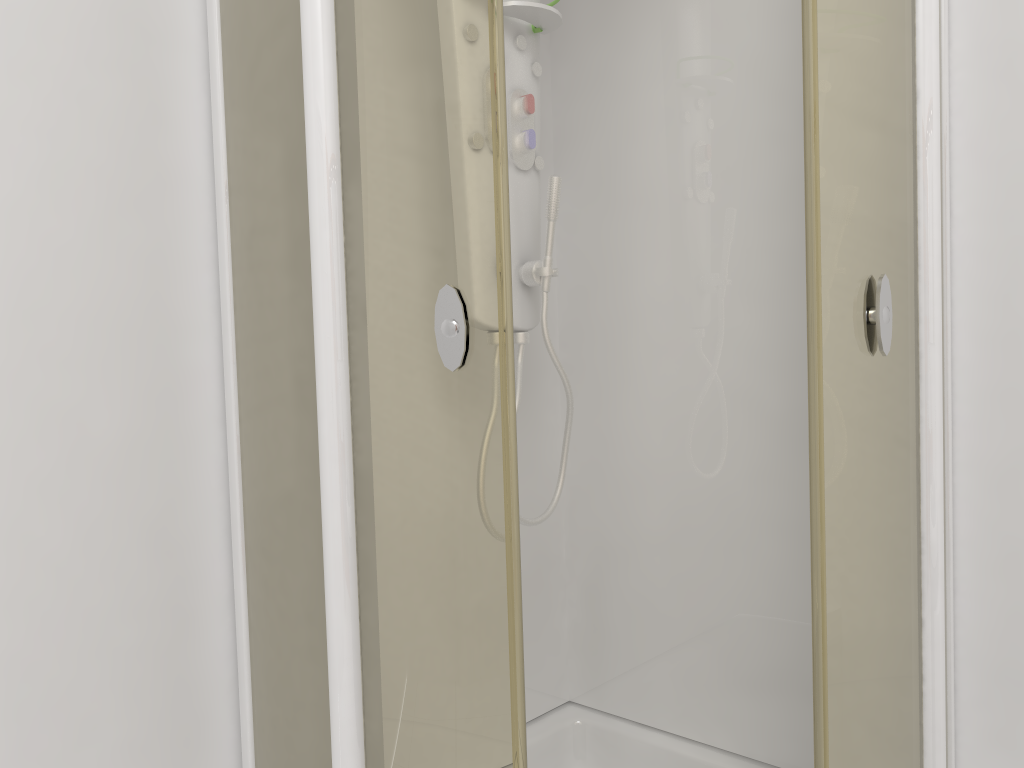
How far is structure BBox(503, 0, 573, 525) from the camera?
1.6 meters

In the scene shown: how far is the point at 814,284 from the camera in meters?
1.1

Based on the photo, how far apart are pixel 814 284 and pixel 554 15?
0.81m

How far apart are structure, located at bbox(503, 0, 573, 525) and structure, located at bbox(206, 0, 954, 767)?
0.2m

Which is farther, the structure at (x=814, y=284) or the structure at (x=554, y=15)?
the structure at (x=554, y=15)

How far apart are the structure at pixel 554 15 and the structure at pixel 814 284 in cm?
22

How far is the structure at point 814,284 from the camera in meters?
1.1

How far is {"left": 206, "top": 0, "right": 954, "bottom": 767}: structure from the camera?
1.1 meters

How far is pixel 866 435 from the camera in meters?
1.2

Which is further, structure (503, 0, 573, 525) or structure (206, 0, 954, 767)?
structure (503, 0, 573, 525)
